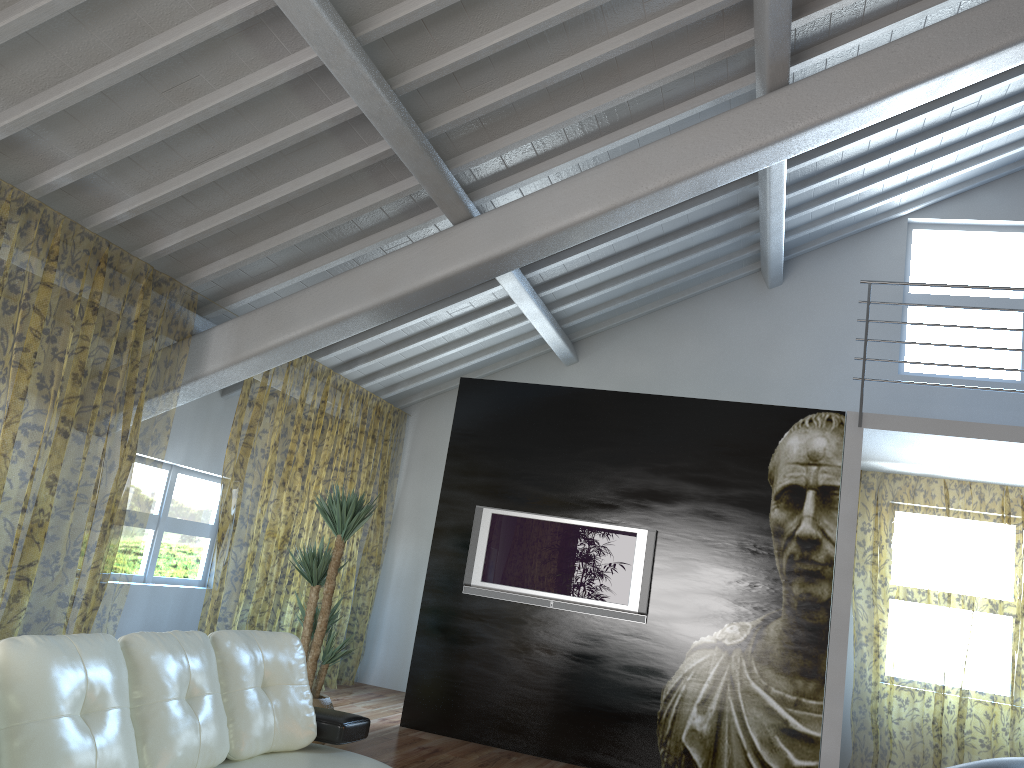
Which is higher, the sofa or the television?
the television

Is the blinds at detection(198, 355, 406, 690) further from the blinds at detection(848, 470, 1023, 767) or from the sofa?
the blinds at detection(848, 470, 1023, 767)

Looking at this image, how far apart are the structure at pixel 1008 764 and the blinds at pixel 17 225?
4.4m

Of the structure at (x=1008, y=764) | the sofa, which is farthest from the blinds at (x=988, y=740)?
the sofa

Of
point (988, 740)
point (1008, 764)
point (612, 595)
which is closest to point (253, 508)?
point (612, 595)

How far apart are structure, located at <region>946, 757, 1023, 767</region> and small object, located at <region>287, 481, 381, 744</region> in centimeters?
340cm

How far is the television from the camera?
6.1m

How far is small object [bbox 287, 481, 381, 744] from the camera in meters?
5.3 m

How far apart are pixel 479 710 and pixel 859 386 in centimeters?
423cm

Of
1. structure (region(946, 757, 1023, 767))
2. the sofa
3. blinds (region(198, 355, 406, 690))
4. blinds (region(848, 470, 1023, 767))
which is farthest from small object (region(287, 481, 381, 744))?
blinds (region(848, 470, 1023, 767))
